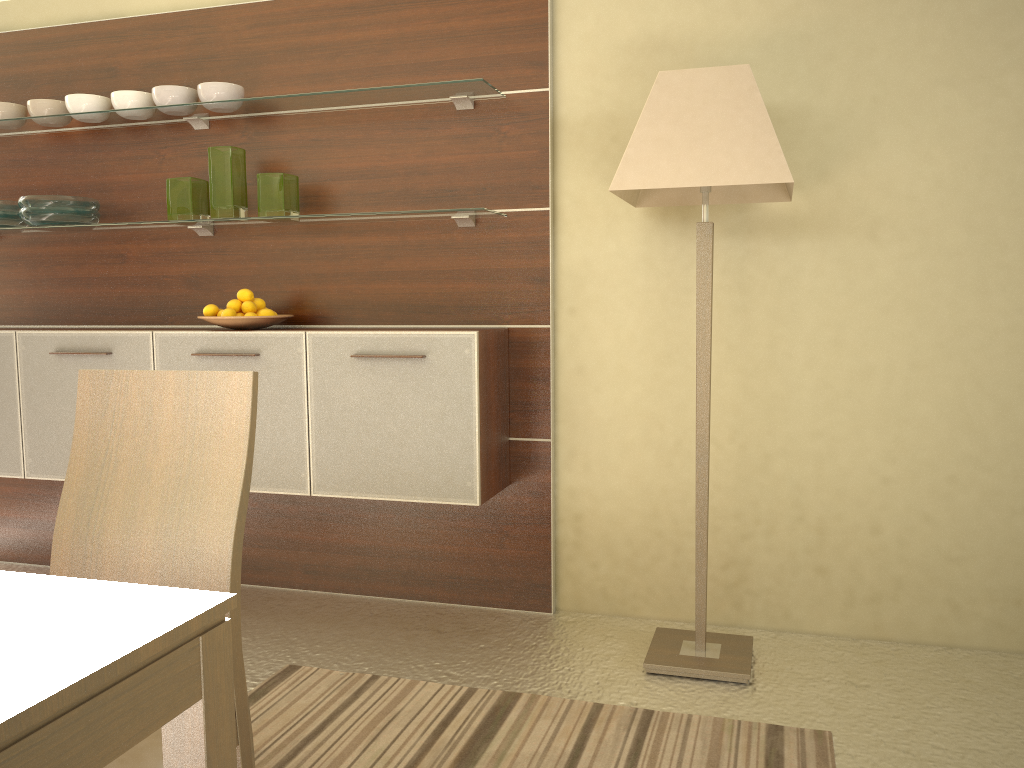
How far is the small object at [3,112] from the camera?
3.45m

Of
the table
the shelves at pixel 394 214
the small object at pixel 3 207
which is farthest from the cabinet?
the table

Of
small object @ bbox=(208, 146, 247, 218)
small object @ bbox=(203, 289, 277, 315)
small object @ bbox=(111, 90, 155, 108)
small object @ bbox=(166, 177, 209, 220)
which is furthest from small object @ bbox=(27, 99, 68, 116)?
small object @ bbox=(203, 289, 277, 315)

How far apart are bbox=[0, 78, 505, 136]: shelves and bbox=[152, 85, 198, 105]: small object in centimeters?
3cm

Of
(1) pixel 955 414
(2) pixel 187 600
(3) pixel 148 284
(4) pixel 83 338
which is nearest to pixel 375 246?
(3) pixel 148 284

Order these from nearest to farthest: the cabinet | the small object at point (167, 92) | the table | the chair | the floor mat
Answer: the table
the chair
the floor mat
the cabinet
the small object at point (167, 92)

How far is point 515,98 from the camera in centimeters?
307cm

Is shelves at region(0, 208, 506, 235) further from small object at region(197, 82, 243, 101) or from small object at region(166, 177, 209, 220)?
small object at region(197, 82, 243, 101)

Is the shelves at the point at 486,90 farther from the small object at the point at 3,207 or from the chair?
the chair

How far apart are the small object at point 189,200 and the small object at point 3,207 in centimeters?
75cm
